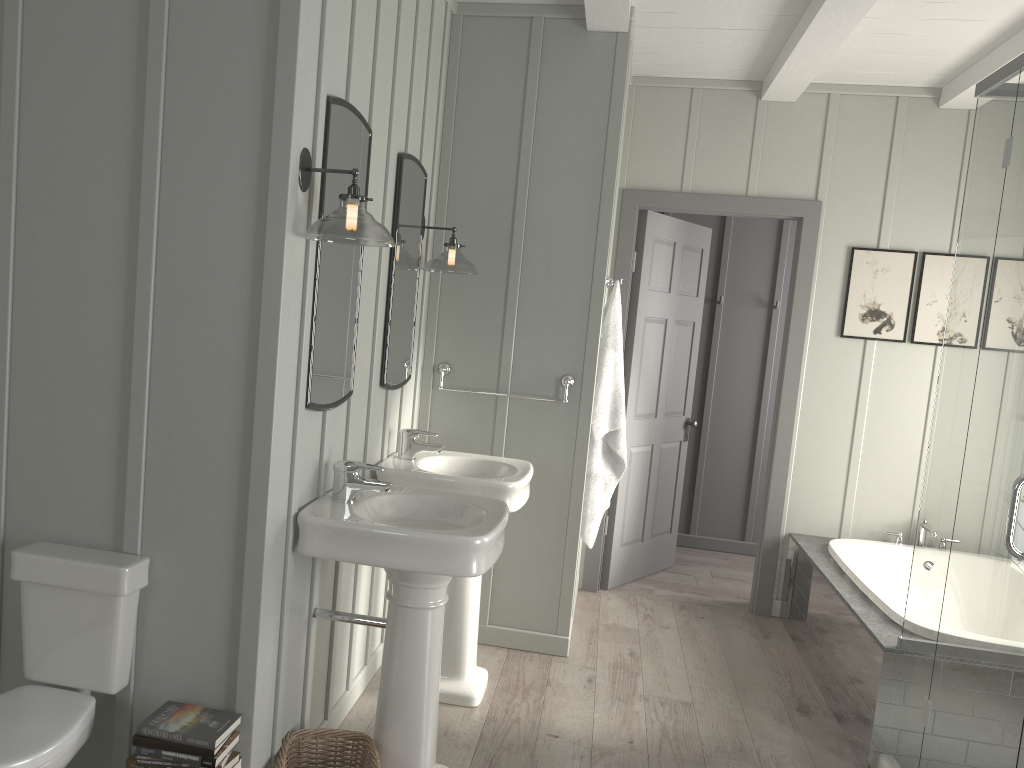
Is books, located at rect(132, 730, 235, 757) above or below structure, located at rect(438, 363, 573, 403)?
below

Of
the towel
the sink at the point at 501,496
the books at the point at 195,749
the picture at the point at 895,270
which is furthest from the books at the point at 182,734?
the picture at the point at 895,270

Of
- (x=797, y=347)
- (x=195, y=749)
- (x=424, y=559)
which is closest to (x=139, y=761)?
(x=195, y=749)

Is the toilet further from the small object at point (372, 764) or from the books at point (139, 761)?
the small object at point (372, 764)

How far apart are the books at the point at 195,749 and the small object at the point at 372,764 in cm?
34

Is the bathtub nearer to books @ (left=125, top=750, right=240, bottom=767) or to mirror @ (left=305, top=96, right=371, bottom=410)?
mirror @ (left=305, top=96, right=371, bottom=410)

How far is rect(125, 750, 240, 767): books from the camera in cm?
211

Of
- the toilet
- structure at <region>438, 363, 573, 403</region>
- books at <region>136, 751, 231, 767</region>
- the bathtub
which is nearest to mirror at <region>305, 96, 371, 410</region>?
the toilet

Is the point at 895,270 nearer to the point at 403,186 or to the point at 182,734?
the point at 403,186

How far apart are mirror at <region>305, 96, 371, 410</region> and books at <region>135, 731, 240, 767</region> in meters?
0.8 m
